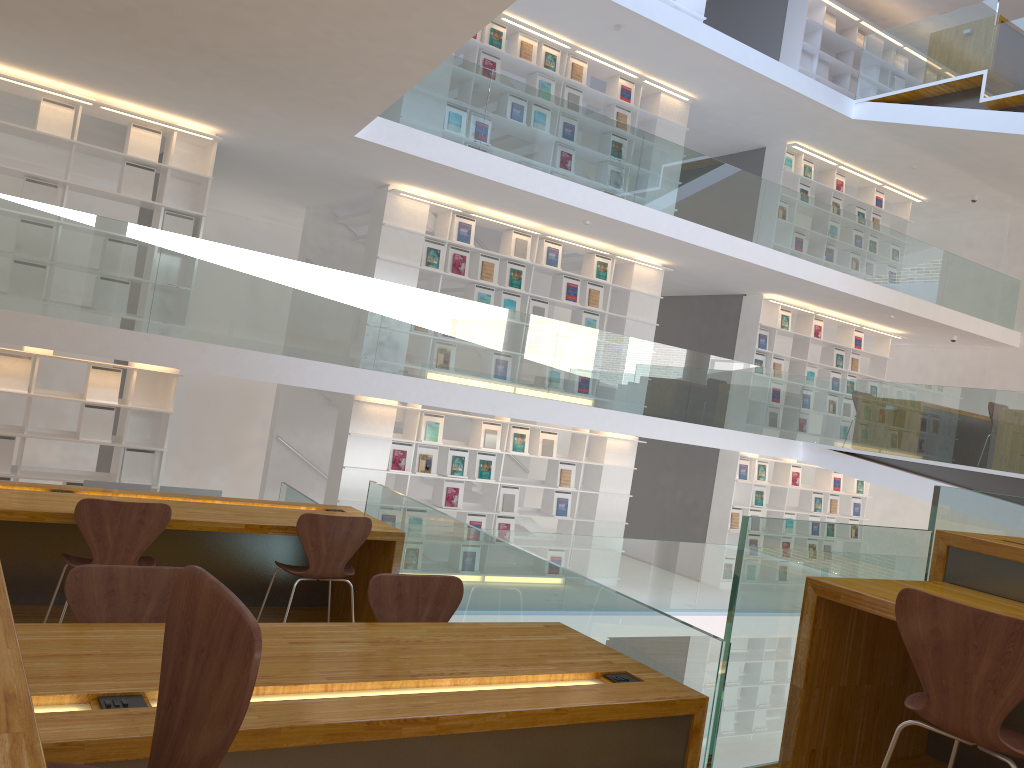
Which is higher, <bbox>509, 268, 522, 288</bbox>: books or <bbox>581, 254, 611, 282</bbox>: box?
<bbox>581, 254, 611, 282</bbox>: box

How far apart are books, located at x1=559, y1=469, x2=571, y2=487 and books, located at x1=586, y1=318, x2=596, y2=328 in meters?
1.7 m

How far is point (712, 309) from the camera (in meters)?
12.31

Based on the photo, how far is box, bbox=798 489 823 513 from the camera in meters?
12.5 m

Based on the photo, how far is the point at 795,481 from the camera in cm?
1223

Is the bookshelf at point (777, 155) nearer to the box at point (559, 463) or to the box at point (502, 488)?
the box at point (559, 463)

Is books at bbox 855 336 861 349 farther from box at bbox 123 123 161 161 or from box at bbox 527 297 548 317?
box at bbox 123 123 161 161

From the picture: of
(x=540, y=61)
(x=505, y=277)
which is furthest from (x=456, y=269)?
(x=540, y=61)

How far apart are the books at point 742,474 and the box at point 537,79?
5.5 meters

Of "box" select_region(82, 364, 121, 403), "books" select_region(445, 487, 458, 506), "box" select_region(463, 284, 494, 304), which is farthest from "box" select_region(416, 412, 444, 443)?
"box" select_region(82, 364, 121, 403)
